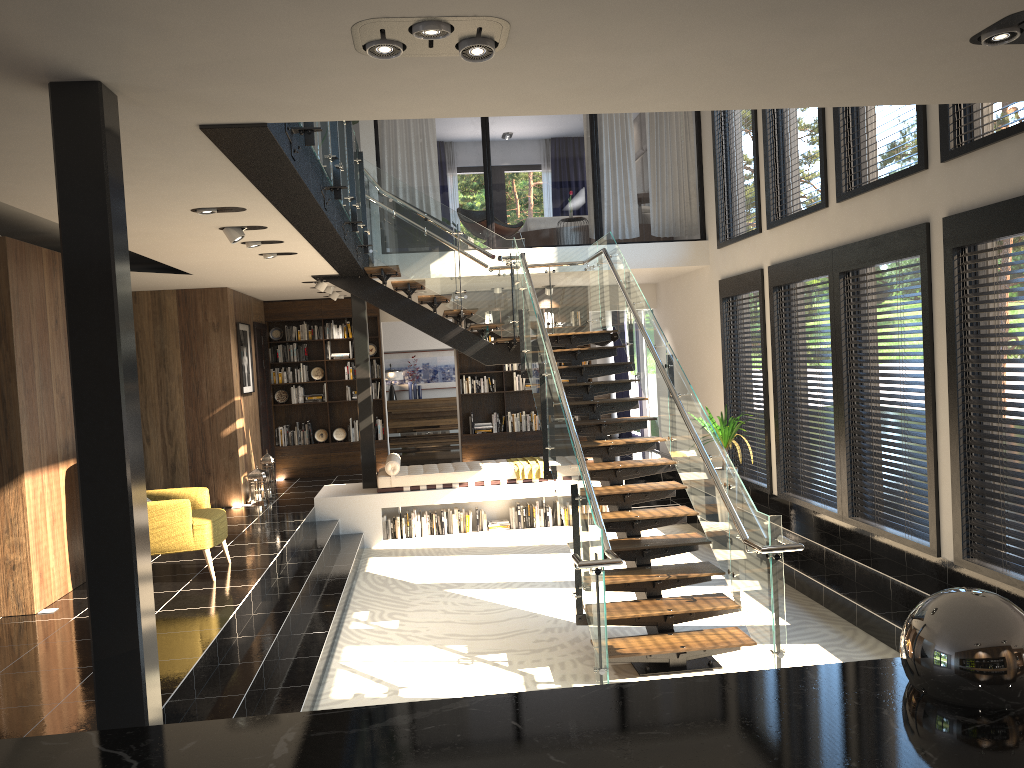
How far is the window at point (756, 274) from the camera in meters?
9.8

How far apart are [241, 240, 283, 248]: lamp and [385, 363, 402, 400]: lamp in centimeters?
963cm

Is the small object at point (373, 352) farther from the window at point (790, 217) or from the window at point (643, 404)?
the window at point (790, 217)

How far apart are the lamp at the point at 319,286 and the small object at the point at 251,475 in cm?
244

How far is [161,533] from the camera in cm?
692

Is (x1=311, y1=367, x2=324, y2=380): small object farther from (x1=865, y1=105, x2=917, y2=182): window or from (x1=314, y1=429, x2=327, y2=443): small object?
(x1=865, y1=105, x2=917, y2=182): window

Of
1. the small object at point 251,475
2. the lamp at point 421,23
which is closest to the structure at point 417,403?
the small object at point 251,475

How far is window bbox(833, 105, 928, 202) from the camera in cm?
650

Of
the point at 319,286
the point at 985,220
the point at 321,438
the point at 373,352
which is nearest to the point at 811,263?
the point at 985,220

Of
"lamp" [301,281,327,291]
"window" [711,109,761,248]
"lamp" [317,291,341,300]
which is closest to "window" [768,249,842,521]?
"window" [711,109,761,248]
